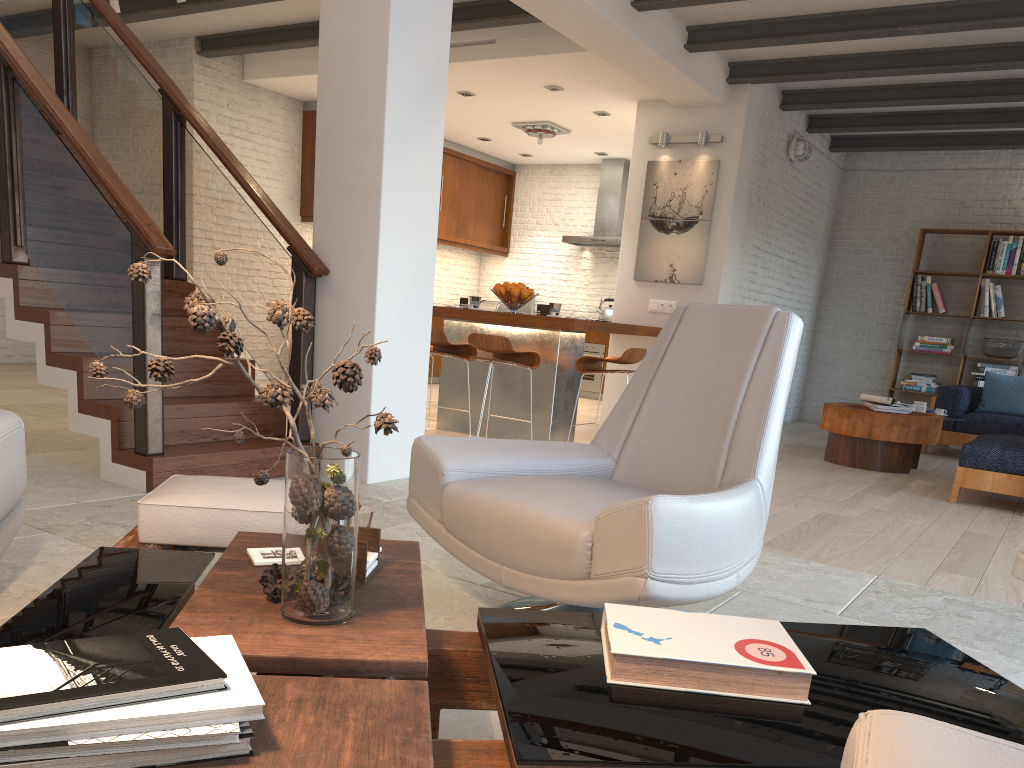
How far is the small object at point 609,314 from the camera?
10.8m

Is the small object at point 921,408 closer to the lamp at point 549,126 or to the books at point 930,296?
the books at point 930,296

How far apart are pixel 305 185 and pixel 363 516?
8.36m

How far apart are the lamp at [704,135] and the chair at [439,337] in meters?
3.0 m

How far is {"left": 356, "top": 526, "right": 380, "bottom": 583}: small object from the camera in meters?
1.6

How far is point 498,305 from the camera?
12.0 meters

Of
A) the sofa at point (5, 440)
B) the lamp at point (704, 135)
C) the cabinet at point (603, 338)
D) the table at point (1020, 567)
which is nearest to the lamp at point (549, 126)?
the lamp at point (704, 135)

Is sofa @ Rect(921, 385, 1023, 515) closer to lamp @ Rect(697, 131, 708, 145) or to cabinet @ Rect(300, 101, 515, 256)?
lamp @ Rect(697, 131, 708, 145)

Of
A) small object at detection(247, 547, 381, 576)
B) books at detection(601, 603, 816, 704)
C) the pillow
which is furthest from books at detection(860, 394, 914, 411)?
small object at detection(247, 547, 381, 576)

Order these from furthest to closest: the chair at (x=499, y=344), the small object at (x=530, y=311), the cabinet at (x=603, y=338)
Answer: the small object at (x=530, y=311), the cabinet at (x=603, y=338), the chair at (x=499, y=344)
